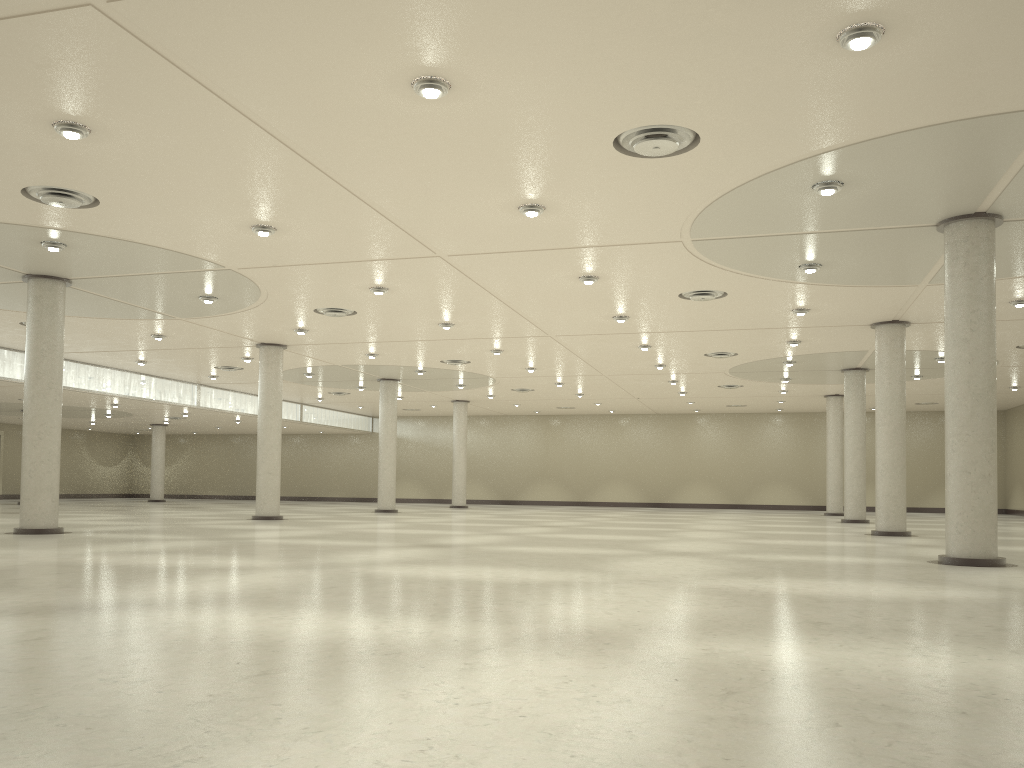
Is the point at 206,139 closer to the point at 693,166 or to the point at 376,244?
the point at 376,244
